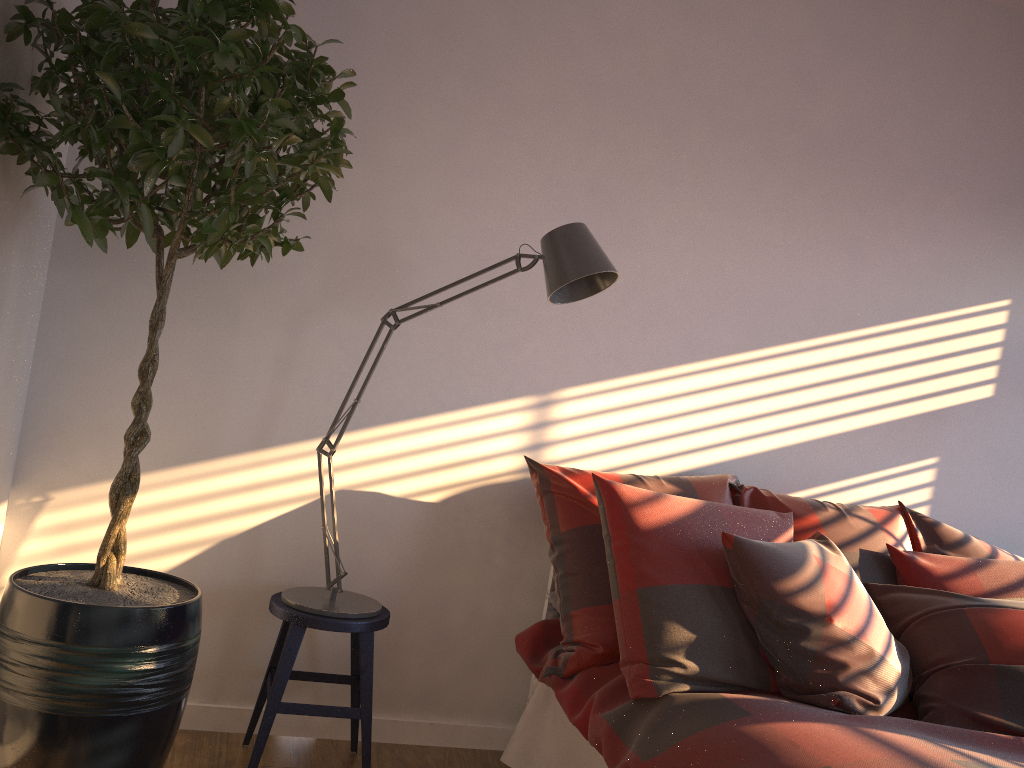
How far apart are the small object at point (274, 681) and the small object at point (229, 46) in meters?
0.3

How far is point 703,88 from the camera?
3.0m

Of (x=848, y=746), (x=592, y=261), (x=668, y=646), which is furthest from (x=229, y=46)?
(x=848, y=746)

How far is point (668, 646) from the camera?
2.19m

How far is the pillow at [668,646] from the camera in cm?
219

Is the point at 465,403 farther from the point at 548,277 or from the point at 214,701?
the point at 214,701

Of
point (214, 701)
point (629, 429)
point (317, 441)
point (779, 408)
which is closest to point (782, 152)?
point (779, 408)

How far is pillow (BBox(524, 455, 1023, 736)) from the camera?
2.2 meters

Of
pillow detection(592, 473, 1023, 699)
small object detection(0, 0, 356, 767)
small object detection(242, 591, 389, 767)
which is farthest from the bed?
small object detection(0, 0, 356, 767)

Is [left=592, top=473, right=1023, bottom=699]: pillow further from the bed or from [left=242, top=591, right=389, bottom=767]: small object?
[left=242, top=591, right=389, bottom=767]: small object
